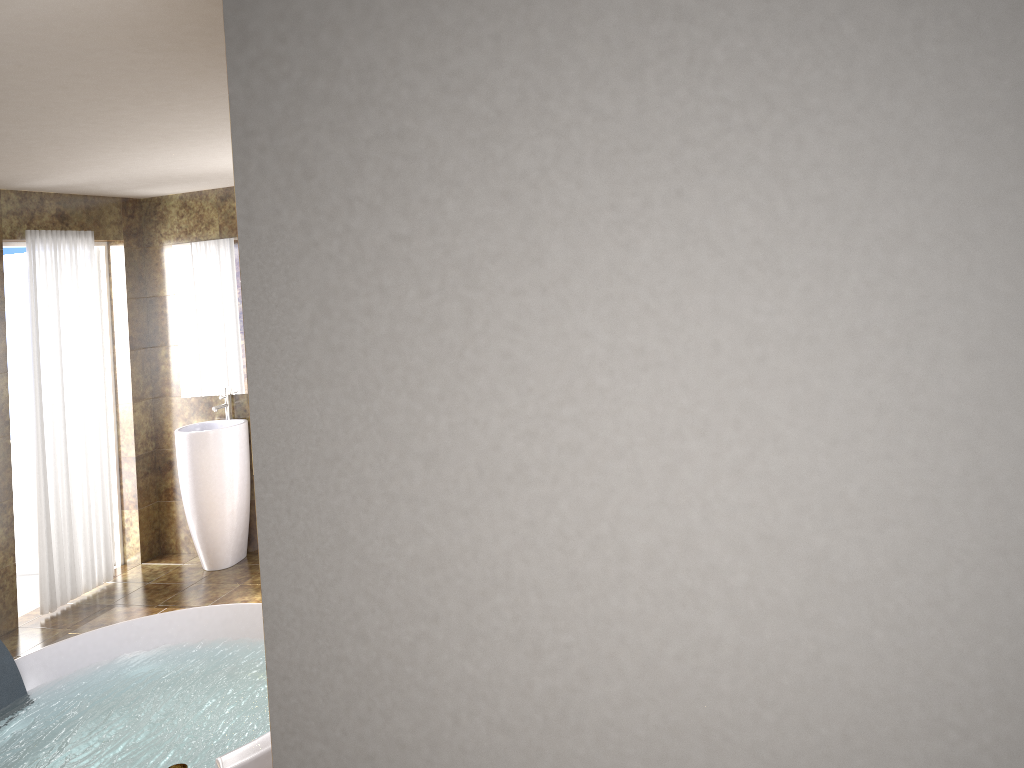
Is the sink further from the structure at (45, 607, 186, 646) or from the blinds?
the structure at (45, 607, 186, 646)

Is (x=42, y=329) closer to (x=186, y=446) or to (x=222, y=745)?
(x=186, y=446)

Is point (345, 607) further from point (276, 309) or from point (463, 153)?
point (463, 153)

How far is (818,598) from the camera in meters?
1.4

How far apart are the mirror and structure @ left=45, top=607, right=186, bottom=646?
1.68m

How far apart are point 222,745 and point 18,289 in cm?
403

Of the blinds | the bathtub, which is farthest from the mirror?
the bathtub

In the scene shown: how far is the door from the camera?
6.11m

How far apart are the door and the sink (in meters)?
1.20

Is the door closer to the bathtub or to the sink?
the sink
